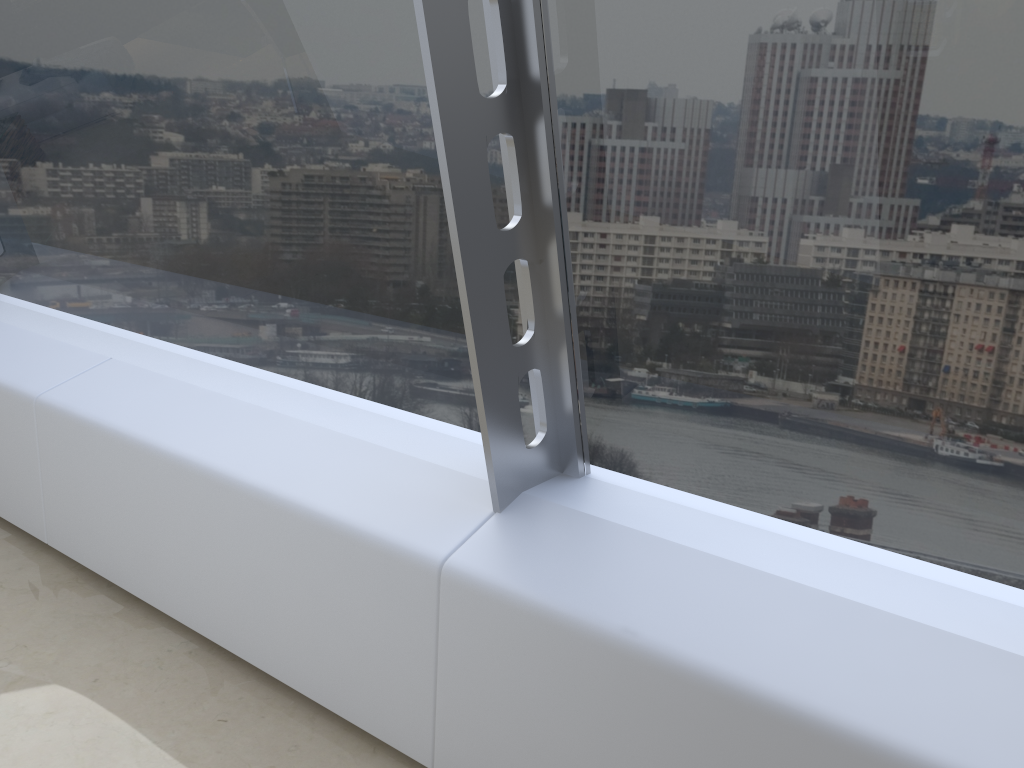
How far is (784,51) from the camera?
1.63m

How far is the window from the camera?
1.6 meters

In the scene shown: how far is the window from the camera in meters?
1.6
